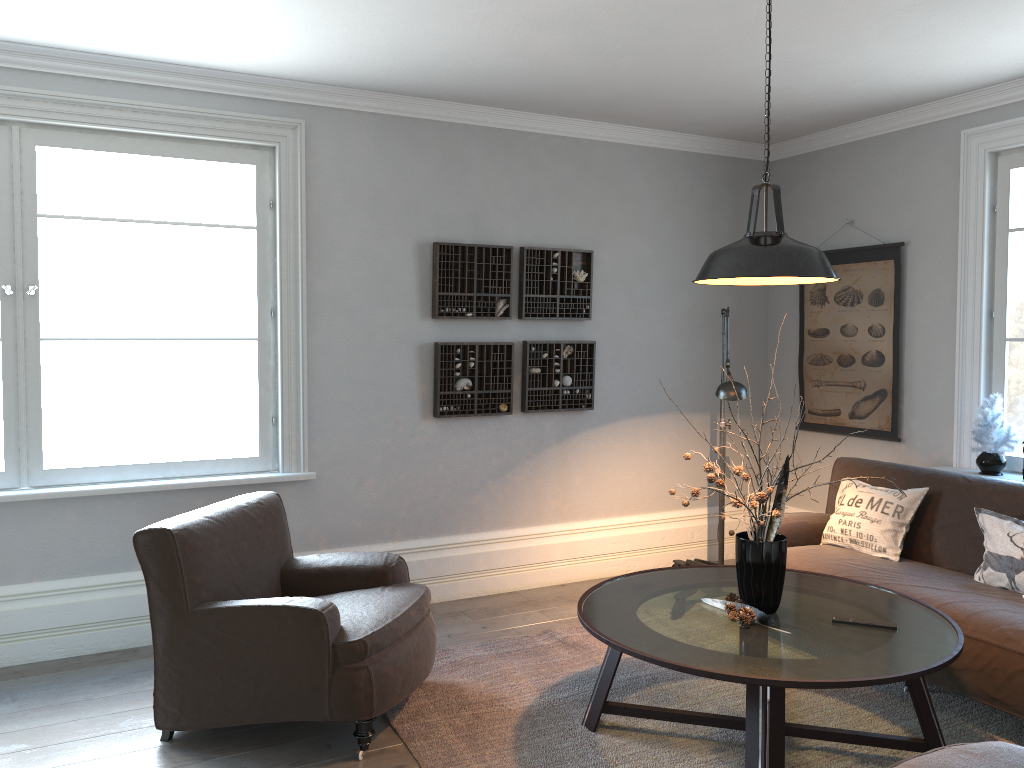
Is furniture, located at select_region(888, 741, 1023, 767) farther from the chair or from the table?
the chair

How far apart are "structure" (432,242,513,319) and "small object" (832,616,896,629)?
2.6 meters

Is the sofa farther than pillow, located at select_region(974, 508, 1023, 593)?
No

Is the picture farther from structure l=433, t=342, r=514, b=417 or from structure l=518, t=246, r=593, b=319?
structure l=433, t=342, r=514, b=417

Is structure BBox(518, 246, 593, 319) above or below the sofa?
above

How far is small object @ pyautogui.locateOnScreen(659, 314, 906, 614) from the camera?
3.1m

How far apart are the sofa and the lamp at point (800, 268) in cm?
139

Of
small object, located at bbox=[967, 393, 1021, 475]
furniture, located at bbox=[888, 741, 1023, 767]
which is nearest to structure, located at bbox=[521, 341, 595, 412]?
small object, located at bbox=[967, 393, 1021, 475]

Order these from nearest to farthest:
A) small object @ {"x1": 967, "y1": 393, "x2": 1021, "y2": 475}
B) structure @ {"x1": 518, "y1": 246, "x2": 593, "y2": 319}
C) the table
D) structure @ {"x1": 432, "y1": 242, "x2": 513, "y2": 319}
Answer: the table < small object @ {"x1": 967, "y1": 393, "x2": 1021, "y2": 475} < structure @ {"x1": 432, "y1": 242, "x2": 513, "y2": 319} < structure @ {"x1": 518, "y1": 246, "x2": 593, "y2": 319}

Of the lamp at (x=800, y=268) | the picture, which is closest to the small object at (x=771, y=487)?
the lamp at (x=800, y=268)
